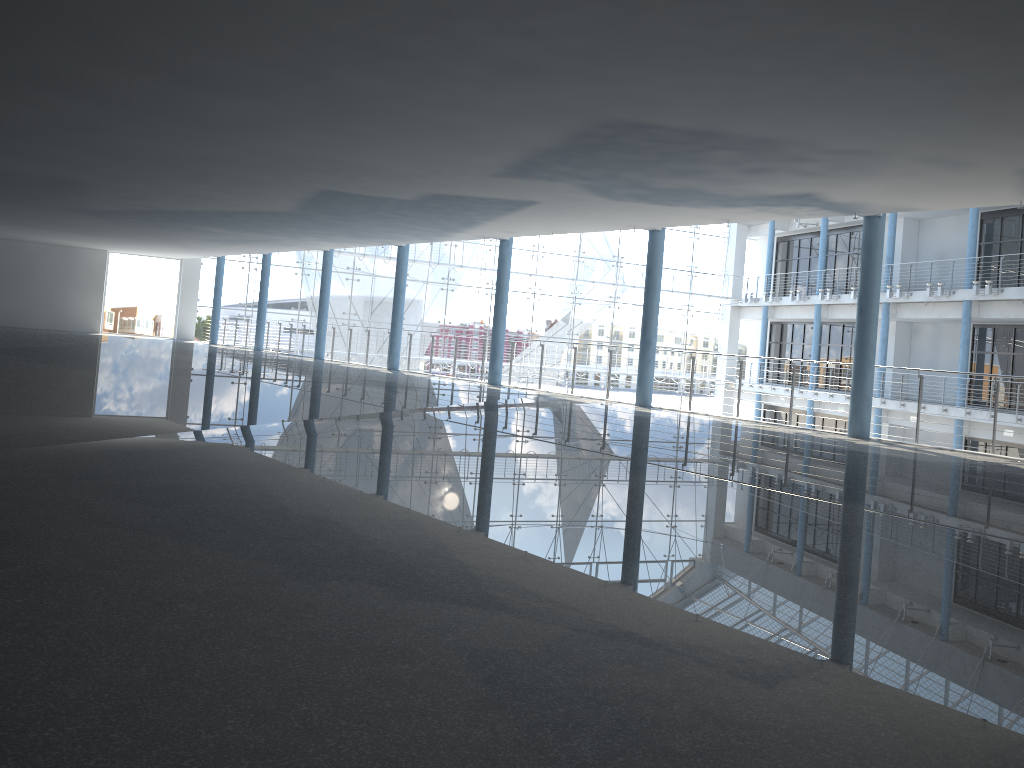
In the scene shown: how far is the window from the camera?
4.26m

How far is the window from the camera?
4.26m
